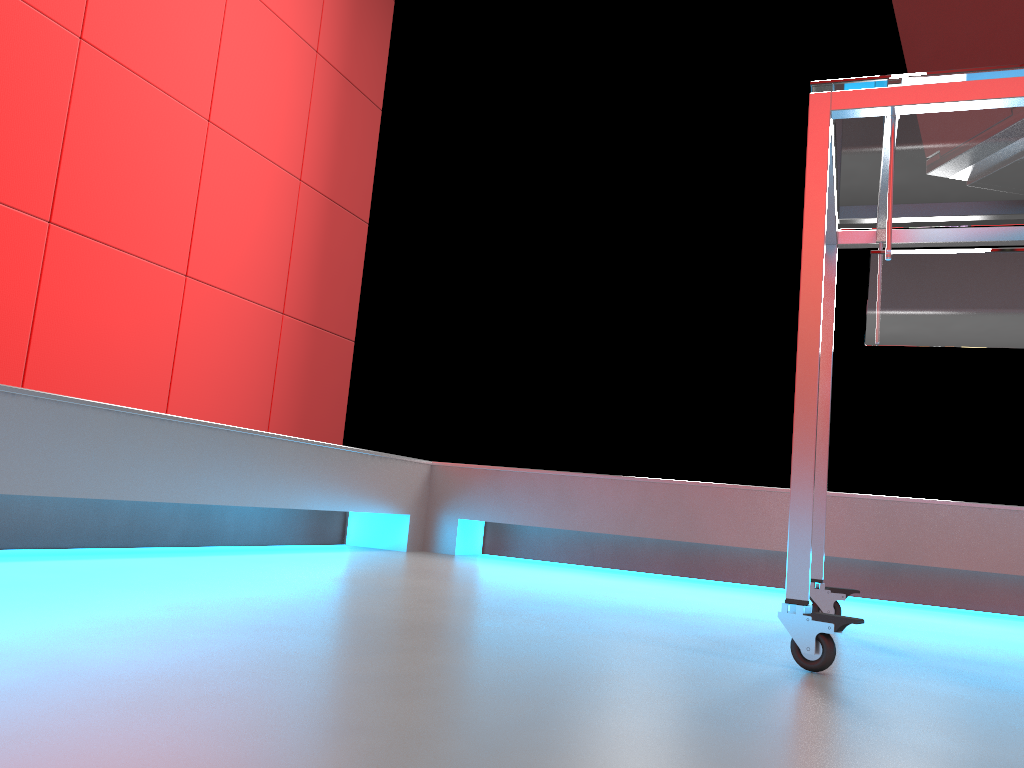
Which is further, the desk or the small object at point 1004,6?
the small object at point 1004,6

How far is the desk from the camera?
1.0m

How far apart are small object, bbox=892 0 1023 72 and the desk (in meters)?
0.08

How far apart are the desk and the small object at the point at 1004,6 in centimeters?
8cm

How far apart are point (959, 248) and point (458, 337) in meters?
1.8

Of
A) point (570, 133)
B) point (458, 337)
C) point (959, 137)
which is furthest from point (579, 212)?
point (959, 137)

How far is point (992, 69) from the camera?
1.00m

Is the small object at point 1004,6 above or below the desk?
above

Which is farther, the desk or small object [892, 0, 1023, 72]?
small object [892, 0, 1023, 72]

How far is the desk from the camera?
1.0 meters
